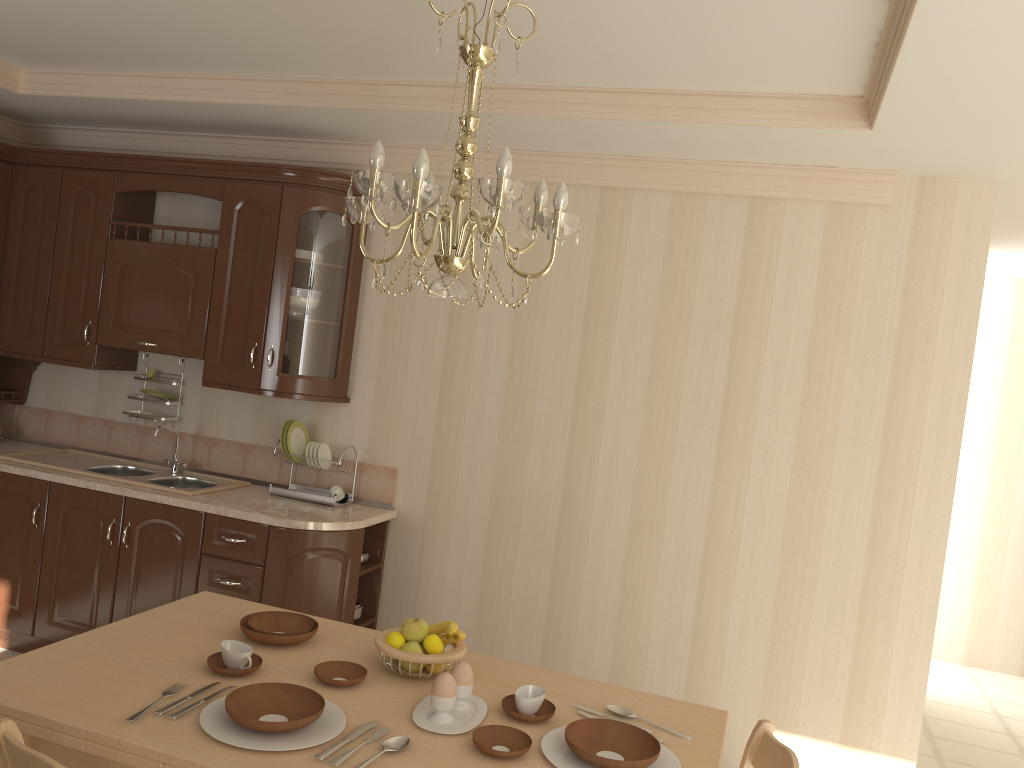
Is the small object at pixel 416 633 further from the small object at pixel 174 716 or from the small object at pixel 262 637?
the small object at pixel 174 716

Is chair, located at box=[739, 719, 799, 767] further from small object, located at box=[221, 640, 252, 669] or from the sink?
the sink

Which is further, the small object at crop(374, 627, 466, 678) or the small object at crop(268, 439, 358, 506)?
the small object at crop(268, 439, 358, 506)

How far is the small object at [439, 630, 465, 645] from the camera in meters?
2.2 m

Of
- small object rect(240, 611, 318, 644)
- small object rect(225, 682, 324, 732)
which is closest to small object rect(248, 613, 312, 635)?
small object rect(240, 611, 318, 644)

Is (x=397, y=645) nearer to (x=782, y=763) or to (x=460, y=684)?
(x=460, y=684)

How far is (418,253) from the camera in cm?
181

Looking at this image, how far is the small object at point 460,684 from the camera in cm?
203

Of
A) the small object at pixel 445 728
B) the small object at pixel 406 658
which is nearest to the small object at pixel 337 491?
the small object at pixel 406 658

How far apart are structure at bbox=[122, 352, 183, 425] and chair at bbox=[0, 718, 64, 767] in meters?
2.9 m
